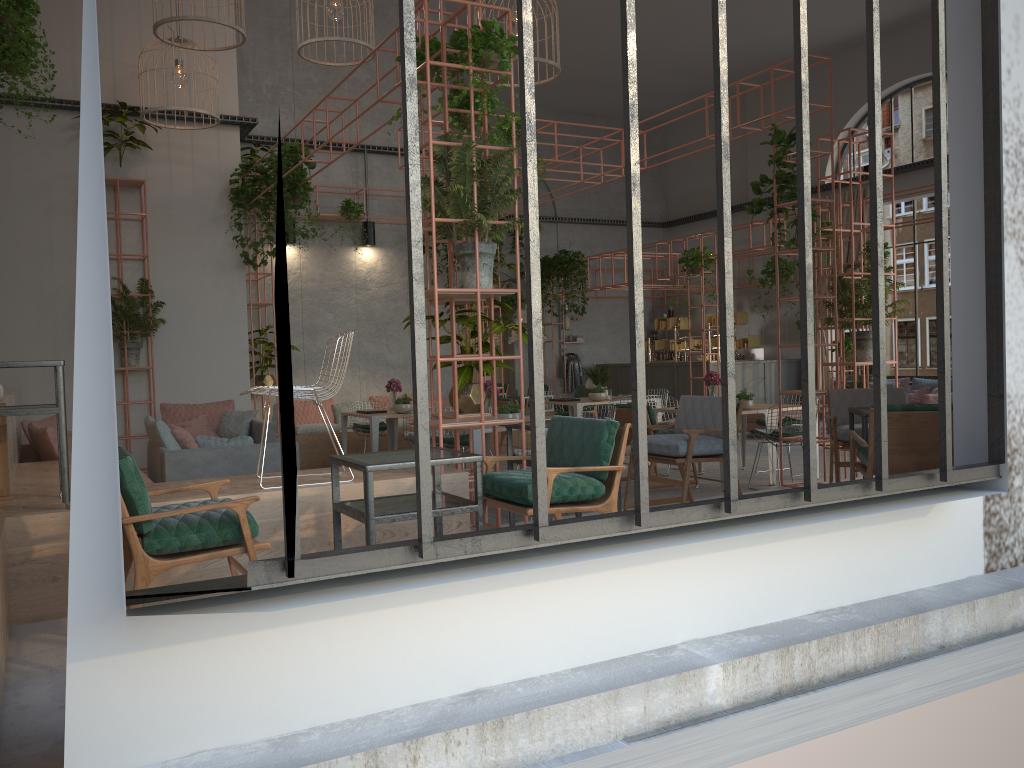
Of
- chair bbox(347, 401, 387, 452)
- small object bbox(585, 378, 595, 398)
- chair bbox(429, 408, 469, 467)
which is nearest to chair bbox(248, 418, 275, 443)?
chair bbox(347, 401, 387, 452)

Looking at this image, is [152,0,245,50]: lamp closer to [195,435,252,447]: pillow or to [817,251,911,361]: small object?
[195,435,252,447]: pillow

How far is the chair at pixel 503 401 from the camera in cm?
1200

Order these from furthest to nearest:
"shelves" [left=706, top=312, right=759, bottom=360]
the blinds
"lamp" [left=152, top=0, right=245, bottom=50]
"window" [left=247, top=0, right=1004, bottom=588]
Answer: "shelves" [left=706, top=312, right=759, bottom=360], the blinds, "lamp" [left=152, top=0, right=245, bottom=50], "window" [left=247, top=0, right=1004, bottom=588]

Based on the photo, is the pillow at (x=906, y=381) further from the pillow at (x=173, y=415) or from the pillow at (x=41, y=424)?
the pillow at (x=41, y=424)

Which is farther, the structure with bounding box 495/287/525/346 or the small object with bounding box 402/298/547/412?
the structure with bounding box 495/287/525/346

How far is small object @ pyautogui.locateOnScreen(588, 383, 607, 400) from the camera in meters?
11.9

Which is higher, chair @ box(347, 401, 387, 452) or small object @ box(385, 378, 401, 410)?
small object @ box(385, 378, 401, 410)

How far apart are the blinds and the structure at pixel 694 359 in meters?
2.4 m

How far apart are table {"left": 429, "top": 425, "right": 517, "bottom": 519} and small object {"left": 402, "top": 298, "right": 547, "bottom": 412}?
1.4m
